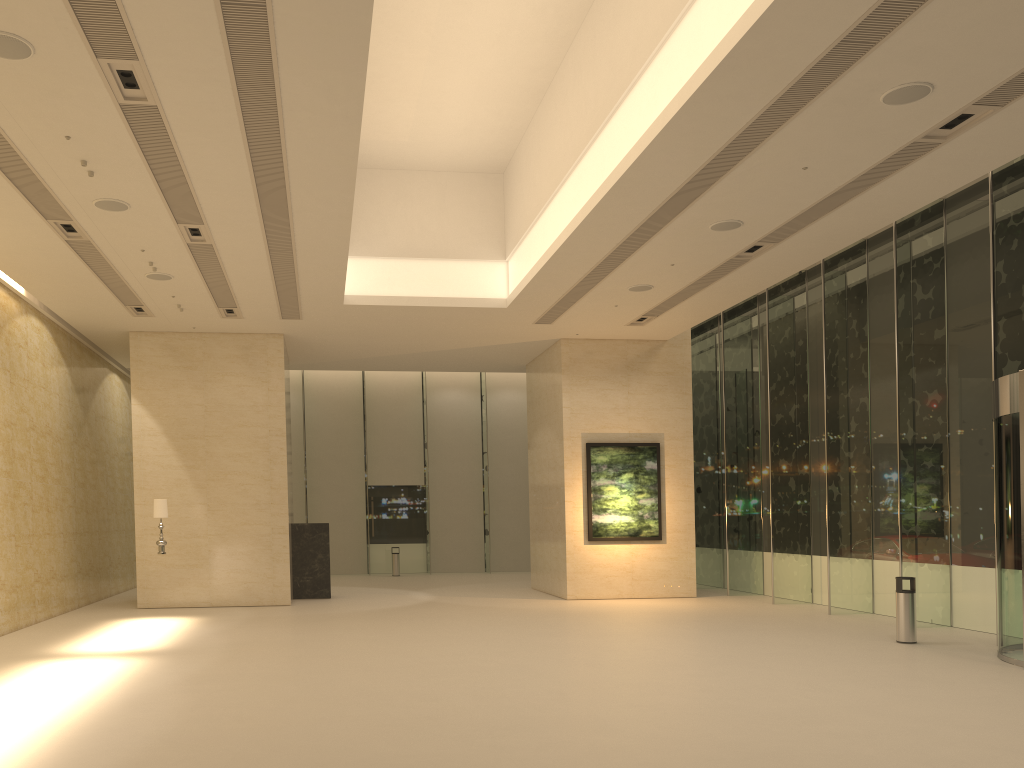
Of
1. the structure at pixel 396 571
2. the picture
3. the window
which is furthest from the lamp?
the structure at pixel 396 571

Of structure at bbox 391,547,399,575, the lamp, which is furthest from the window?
the lamp

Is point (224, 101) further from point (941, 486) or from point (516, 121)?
point (941, 486)

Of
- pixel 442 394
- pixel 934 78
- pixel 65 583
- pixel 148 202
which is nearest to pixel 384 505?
pixel 442 394

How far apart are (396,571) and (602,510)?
10.3m

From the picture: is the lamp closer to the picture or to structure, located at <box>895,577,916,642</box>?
the picture

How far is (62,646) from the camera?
12.3 meters

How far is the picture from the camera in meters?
19.8

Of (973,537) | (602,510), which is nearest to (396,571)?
(602,510)

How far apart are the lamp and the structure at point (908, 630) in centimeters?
1225cm
